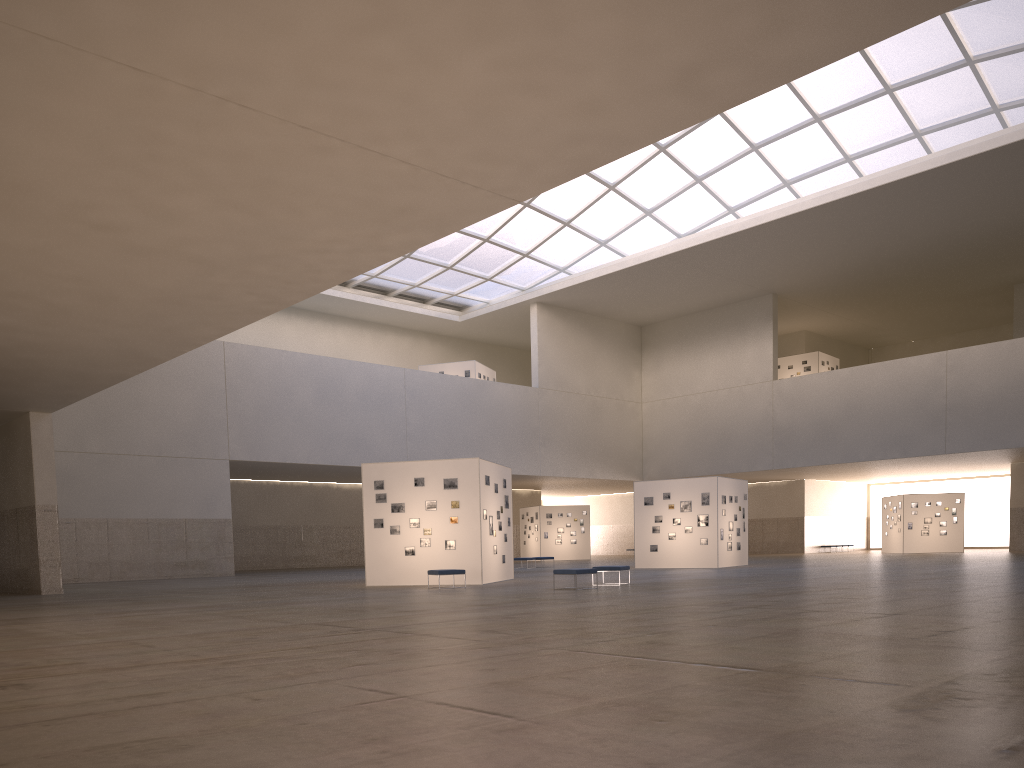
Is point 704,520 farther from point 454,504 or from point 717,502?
point 454,504

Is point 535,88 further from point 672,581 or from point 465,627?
point 672,581

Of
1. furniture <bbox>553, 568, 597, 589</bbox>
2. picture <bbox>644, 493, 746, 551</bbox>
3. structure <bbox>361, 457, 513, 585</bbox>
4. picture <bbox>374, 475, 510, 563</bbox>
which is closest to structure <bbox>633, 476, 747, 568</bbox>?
picture <bbox>644, 493, 746, 551</bbox>

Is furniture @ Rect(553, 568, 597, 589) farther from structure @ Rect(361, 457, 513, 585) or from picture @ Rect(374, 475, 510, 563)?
picture @ Rect(374, 475, 510, 563)

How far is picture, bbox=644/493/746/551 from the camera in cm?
4317

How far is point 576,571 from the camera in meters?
25.9

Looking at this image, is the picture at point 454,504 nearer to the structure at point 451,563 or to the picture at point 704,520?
the structure at point 451,563

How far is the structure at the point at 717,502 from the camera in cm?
4294

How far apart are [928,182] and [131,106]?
47.85m

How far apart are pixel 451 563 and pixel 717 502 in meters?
17.3 m
